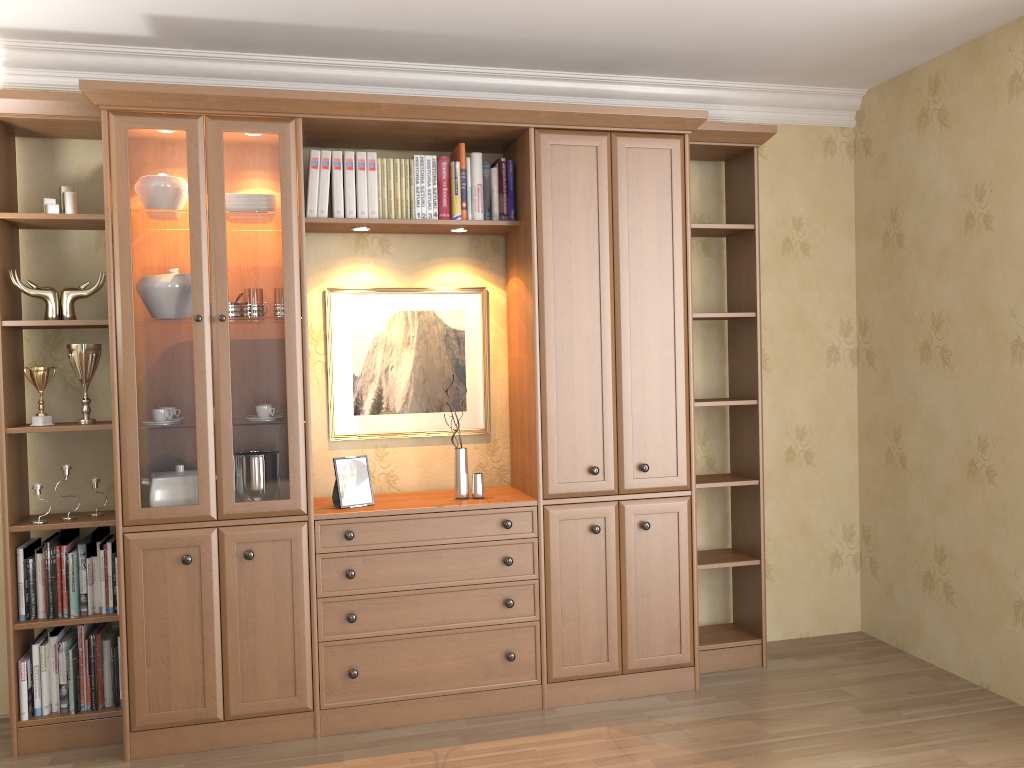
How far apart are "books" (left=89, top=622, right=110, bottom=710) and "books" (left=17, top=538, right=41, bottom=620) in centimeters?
23cm

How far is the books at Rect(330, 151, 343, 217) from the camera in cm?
342

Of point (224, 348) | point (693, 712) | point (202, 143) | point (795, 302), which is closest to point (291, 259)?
point (224, 348)

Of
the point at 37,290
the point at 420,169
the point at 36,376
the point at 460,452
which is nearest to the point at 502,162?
the point at 420,169

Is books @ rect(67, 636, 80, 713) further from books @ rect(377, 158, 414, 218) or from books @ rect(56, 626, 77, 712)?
books @ rect(377, 158, 414, 218)

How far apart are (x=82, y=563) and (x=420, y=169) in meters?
2.0

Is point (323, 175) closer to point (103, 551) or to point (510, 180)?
point (510, 180)

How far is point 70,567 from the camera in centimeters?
321cm

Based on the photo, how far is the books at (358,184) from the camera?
3.4 meters

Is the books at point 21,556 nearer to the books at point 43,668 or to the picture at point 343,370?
the books at point 43,668
